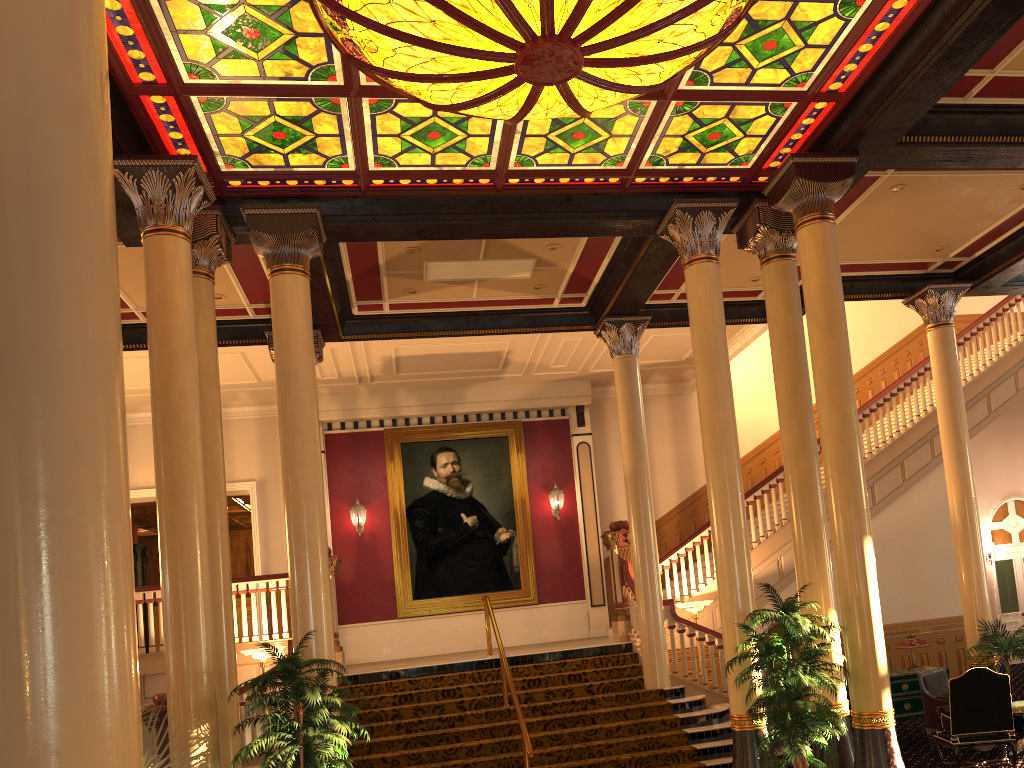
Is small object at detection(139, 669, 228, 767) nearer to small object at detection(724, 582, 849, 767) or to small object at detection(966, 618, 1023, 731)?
small object at detection(724, 582, 849, 767)

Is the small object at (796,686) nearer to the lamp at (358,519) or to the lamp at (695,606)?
the lamp at (695,606)

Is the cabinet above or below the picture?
below

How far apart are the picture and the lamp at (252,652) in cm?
458

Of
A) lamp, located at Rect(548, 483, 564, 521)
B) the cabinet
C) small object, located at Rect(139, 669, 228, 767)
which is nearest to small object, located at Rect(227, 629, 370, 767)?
small object, located at Rect(139, 669, 228, 767)

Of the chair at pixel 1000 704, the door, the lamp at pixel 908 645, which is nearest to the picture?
→ the lamp at pixel 908 645

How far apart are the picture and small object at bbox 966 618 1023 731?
7.5 meters

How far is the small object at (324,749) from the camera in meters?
6.3

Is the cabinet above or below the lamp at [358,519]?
below

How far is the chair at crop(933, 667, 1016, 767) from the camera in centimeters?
802cm
